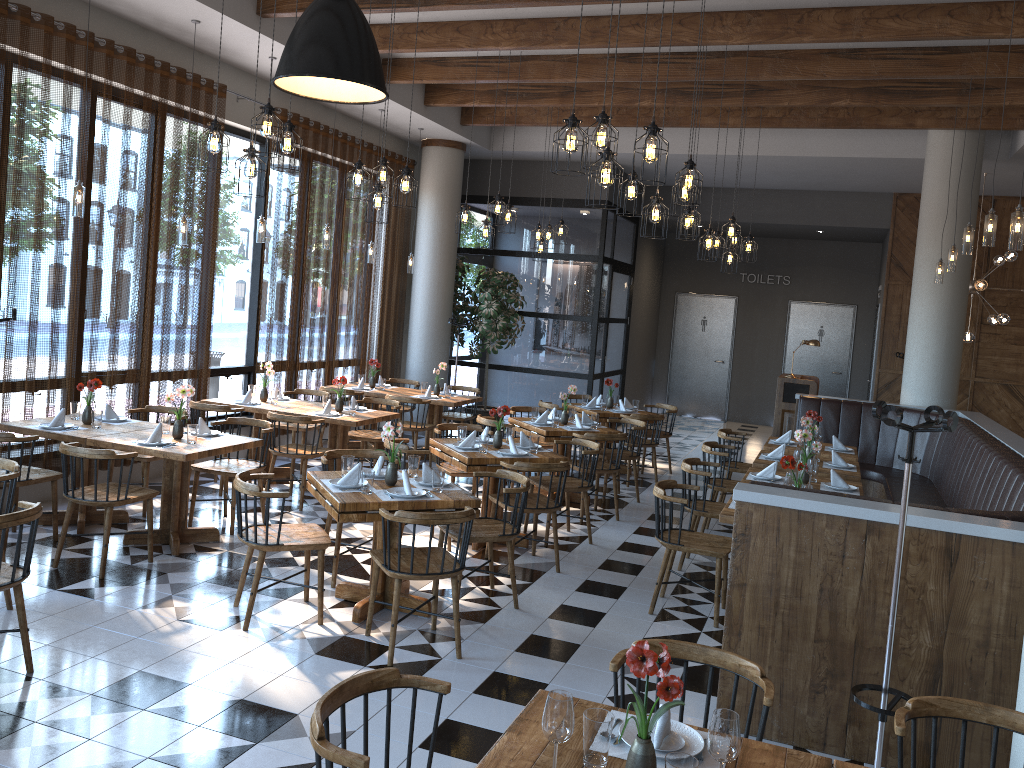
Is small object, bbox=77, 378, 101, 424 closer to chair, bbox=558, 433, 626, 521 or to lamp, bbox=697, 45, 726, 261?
chair, bbox=558, 433, 626, 521

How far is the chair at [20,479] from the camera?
5.9m

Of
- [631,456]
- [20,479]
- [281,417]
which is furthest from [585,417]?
[20,479]

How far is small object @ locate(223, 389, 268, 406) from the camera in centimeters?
844cm

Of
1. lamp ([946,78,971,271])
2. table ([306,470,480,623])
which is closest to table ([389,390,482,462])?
table ([306,470,480,623])

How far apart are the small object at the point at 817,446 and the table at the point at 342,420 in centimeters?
376cm

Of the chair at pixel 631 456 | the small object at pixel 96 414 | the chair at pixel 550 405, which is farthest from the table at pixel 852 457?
the small object at pixel 96 414

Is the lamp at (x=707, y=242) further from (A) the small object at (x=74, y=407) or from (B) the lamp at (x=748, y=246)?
(A) the small object at (x=74, y=407)

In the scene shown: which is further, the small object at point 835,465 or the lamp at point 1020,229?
the small object at point 835,465

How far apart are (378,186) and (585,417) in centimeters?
340cm
